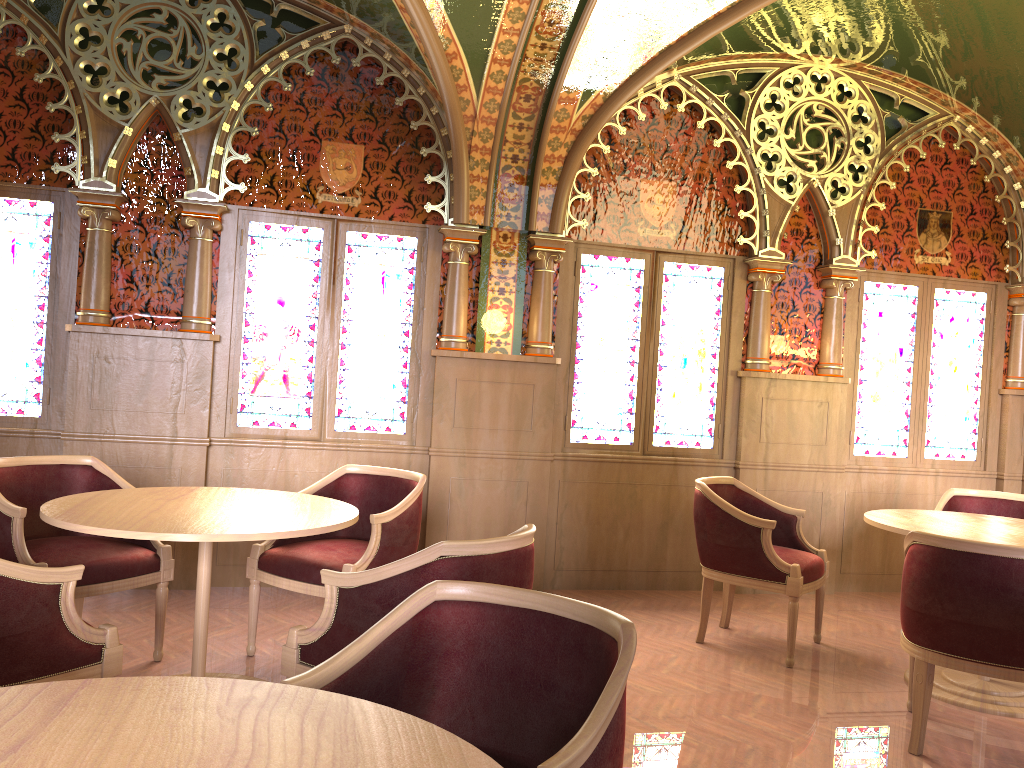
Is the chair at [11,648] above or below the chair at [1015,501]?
below

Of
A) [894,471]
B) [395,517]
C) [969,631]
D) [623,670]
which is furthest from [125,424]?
[894,471]

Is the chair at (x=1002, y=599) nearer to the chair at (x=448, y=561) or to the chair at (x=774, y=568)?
the chair at (x=774, y=568)

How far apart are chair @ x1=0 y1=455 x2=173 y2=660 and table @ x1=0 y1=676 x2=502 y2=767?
2.2 meters

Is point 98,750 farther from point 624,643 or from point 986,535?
point 986,535

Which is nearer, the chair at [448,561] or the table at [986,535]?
the chair at [448,561]

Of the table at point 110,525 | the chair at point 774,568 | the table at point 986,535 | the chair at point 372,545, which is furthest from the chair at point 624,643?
the chair at point 774,568

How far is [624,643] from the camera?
1.8 meters

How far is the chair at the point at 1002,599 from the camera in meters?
3.2

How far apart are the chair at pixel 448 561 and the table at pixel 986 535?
2.0m
